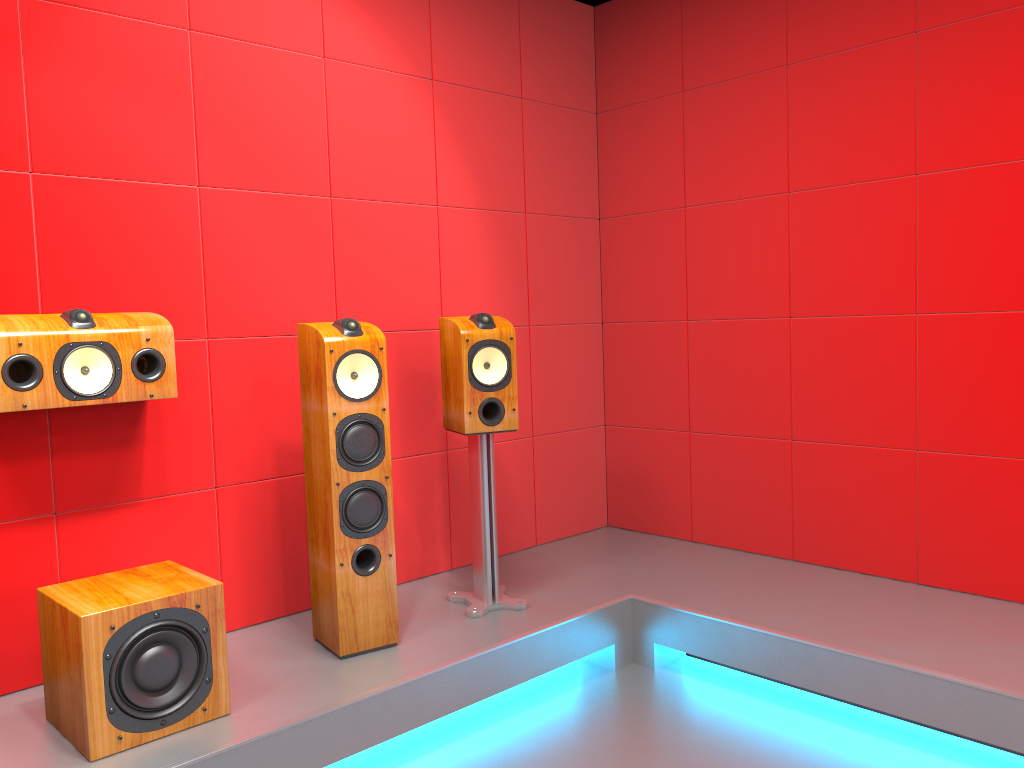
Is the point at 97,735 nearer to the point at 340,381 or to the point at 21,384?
the point at 21,384

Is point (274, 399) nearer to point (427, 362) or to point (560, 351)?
point (427, 362)

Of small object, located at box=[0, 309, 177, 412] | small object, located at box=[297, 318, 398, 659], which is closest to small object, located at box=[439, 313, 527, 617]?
small object, located at box=[297, 318, 398, 659]

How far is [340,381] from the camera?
2.7m

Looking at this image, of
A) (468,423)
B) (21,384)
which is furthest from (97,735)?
(468,423)

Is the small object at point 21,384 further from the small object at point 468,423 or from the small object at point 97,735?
the small object at point 468,423

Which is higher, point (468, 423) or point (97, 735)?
point (468, 423)

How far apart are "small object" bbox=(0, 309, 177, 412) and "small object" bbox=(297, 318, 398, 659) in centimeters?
39cm

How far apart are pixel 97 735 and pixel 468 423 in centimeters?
144cm

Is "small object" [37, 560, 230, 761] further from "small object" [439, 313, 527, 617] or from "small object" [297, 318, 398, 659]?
"small object" [439, 313, 527, 617]
